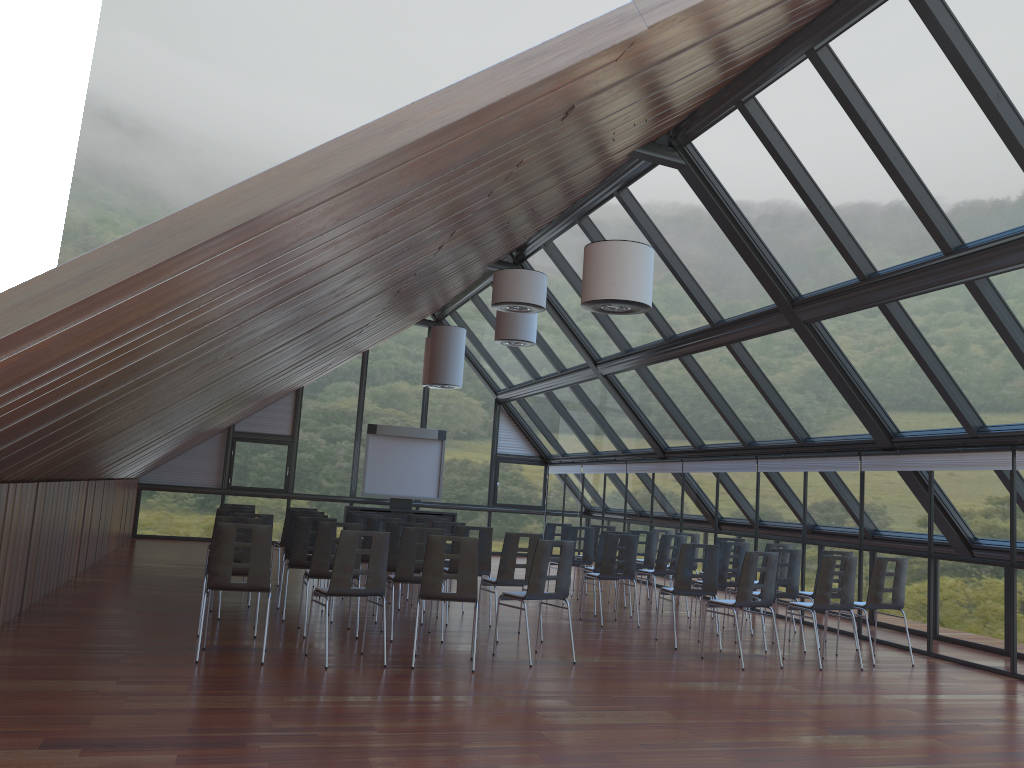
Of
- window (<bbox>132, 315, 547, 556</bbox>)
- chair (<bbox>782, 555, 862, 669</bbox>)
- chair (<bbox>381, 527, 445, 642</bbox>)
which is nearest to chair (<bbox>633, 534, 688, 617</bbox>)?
chair (<bbox>782, 555, 862, 669</bbox>)

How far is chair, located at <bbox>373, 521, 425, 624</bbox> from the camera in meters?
10.7

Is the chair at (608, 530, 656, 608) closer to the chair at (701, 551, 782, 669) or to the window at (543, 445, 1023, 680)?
the window at (543, 445, 1023, 680)

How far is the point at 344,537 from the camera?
7.9 meters

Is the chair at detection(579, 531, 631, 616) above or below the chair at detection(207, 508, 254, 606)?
below

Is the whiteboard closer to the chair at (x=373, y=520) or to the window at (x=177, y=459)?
the window at (x=177, y=459)

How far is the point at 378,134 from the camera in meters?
4.4

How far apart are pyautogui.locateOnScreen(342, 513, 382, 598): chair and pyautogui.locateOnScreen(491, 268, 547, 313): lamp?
3.94m

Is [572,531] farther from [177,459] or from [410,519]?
[177,459]

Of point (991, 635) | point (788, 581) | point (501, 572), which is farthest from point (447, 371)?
point (991, 635)
